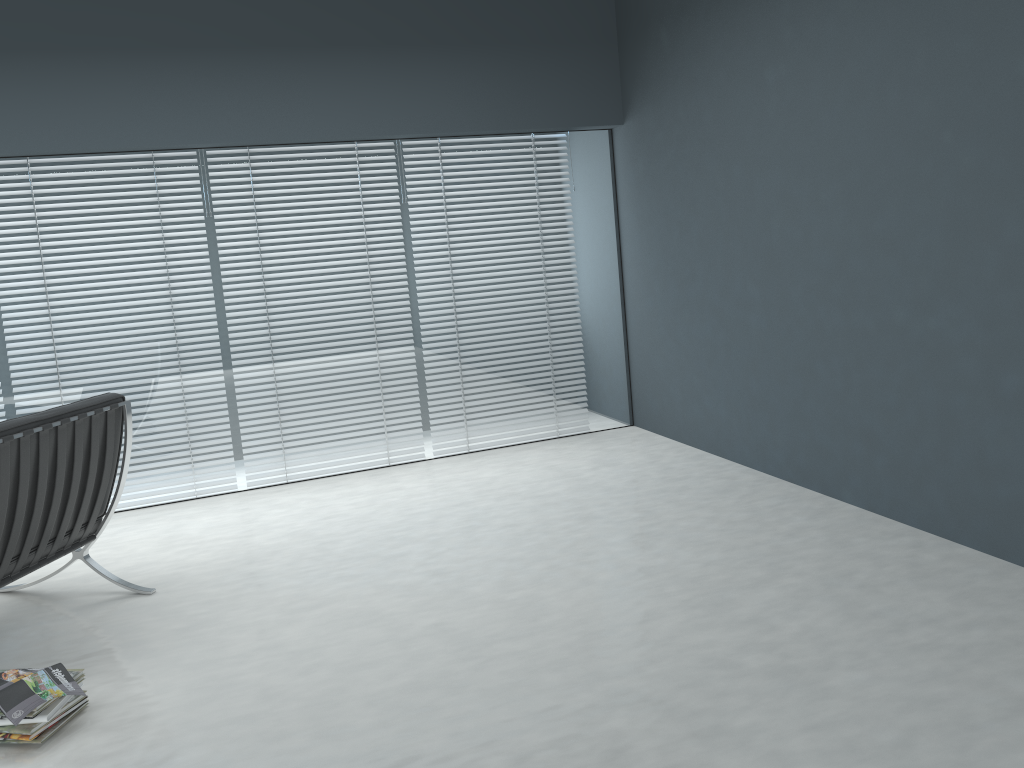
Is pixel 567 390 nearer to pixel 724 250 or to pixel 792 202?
pixel 724 250

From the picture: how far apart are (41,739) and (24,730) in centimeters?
5cm

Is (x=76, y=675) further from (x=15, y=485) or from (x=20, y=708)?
(x=15, y=485)

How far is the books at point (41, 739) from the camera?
2.2m

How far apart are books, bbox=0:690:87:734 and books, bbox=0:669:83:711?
0.05m

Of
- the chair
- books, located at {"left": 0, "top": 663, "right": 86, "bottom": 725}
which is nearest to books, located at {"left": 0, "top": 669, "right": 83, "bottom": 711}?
books, located at {"left": 0, "top": 663, "right": 86, "bottom": 725}

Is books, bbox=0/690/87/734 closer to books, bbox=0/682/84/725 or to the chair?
books, bbox=0/682/84/725

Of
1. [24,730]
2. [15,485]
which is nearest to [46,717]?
[24,730]

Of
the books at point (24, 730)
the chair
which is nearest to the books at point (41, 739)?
the books at point (24, 730)

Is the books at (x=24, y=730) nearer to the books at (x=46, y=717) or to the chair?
the books at (x=46, y=717)
